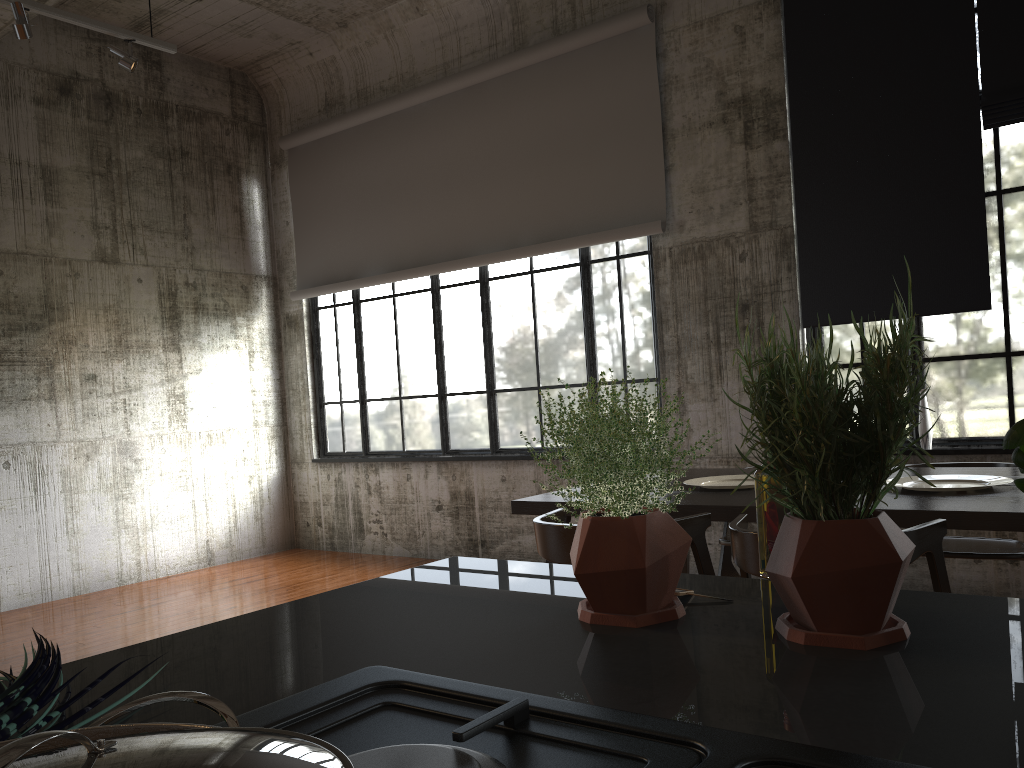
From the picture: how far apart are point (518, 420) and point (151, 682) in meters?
7.2

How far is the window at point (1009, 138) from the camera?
5.66m

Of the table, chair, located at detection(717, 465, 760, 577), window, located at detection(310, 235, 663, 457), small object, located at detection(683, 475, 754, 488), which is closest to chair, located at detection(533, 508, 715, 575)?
Answer: the table

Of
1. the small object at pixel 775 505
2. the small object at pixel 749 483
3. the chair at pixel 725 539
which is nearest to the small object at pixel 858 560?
the small object at pixel 775 505

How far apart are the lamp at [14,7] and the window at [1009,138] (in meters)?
5.74

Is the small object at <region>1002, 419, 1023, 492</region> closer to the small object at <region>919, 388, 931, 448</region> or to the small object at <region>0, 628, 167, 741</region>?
the small object at <region>0, 628, 167, 741</region>

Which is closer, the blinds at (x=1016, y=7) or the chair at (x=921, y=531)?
the chair at (x=921, y=531)

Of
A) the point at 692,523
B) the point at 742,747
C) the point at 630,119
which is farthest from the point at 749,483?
the point at 742,747

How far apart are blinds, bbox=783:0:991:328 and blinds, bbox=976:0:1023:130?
0.1m

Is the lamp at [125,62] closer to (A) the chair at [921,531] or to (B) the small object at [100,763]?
(A) the chair at [921,531]
